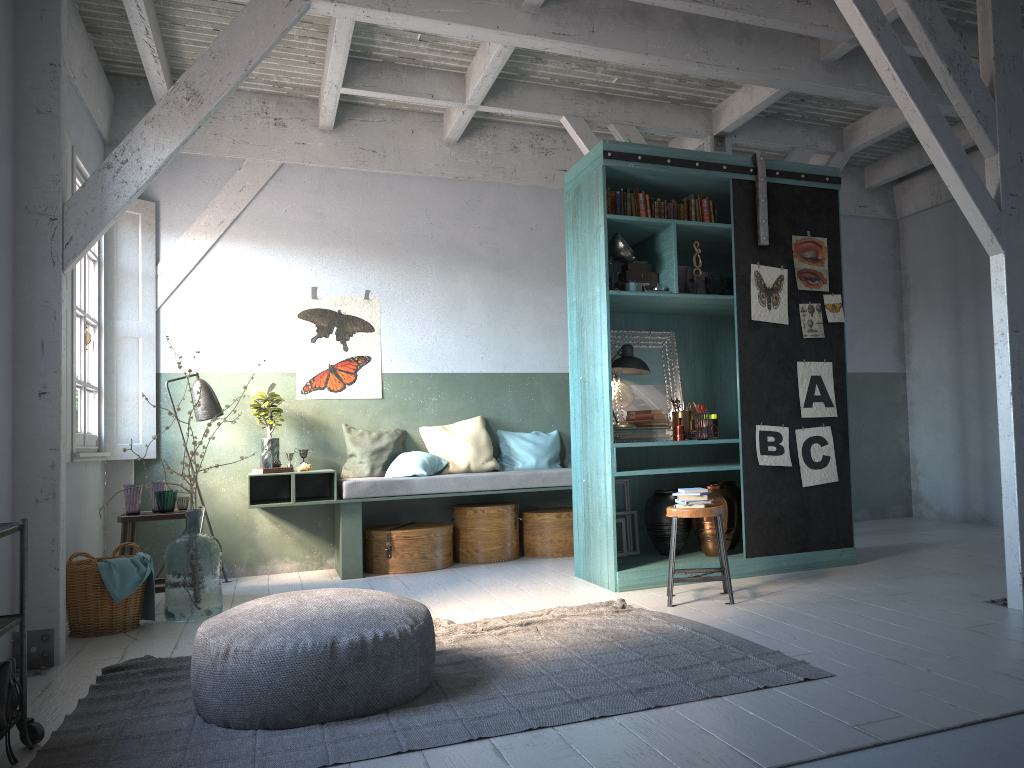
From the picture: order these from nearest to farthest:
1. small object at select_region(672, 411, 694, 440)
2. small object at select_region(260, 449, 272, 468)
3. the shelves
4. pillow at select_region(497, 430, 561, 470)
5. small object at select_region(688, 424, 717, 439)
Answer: the shelves < small object at select_region(688, 424, 717, 439) < small object at select_region(672, 411, 694, 440) < small object at select_region(260, 449, 272, 468) < pillow at select_region(497, 430, 561, 470)

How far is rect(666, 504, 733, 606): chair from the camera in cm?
563

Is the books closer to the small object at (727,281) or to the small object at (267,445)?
the small object at (727,281)

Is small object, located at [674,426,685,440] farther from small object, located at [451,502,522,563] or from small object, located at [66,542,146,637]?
small object, located at [66,542,146,637]

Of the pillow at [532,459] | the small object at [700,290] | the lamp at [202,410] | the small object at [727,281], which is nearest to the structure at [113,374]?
the lamp at [202,410]

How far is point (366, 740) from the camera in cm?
344

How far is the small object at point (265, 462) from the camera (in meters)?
7.77

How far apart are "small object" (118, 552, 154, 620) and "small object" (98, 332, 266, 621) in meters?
0.1 m

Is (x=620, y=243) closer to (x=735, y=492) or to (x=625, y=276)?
(x=625, y=276)

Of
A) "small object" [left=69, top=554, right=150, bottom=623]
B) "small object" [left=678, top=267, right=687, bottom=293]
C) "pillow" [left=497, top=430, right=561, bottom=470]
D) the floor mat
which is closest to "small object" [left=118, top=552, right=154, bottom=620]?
"small object" [left=69, top=554, right=150, bottom=623]
